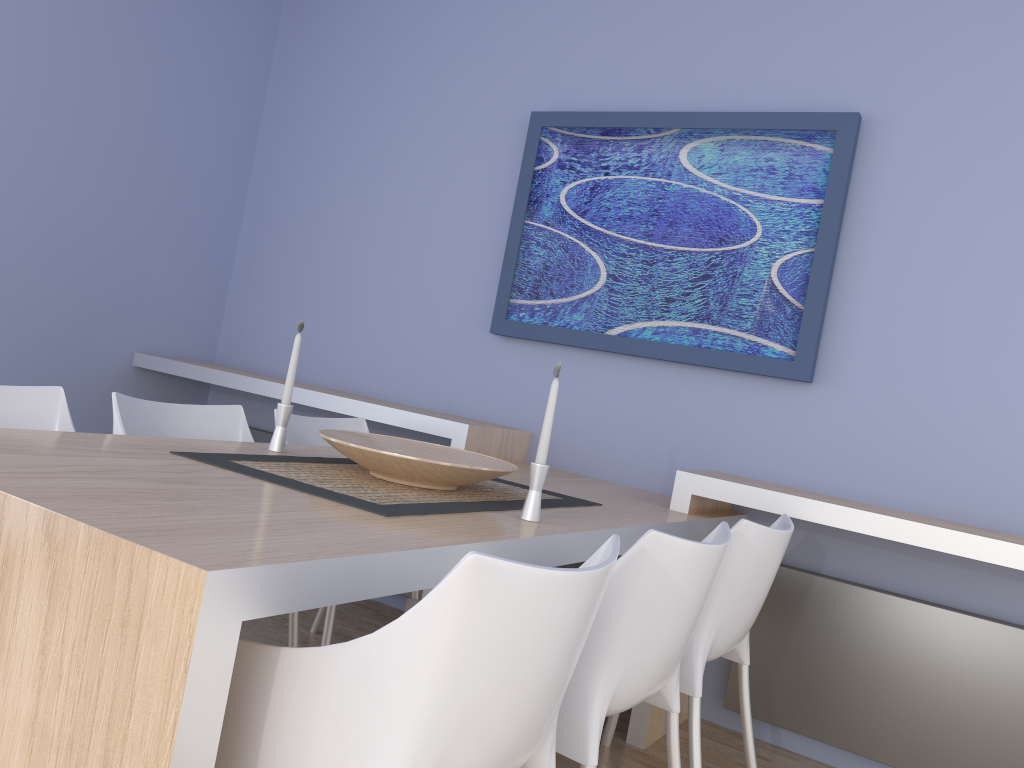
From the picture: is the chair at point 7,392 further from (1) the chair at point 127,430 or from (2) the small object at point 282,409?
(2) the small object at point 282,409

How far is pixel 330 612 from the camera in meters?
2.6 m

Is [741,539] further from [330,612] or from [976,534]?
[330,612]

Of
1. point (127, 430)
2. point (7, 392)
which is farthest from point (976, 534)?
point (7, 392)

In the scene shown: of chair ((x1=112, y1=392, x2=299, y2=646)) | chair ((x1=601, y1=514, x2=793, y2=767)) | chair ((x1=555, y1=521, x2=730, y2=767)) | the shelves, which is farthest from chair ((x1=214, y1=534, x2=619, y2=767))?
the shelves

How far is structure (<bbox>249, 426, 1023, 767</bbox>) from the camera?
2.6m

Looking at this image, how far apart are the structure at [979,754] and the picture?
0.6 meters

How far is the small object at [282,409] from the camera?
2.3m

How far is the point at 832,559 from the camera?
2.88m

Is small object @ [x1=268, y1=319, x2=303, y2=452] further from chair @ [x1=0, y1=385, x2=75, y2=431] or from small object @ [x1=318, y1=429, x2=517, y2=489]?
chair @ [x1=0, y1=385, x2=75, y2=431]
